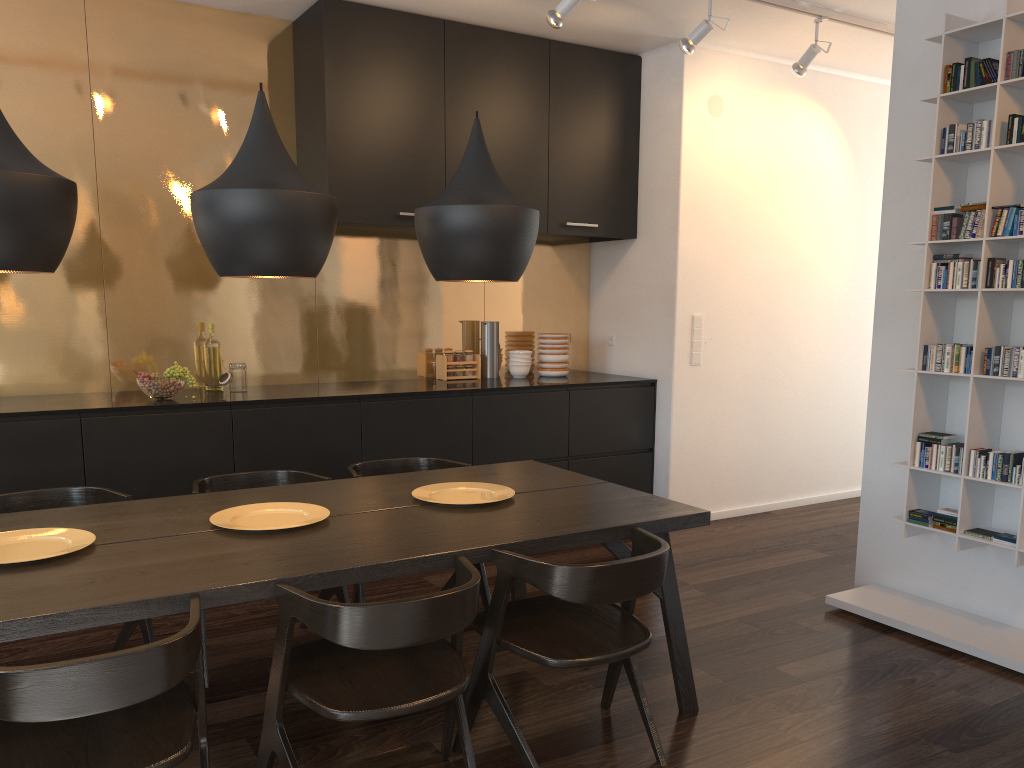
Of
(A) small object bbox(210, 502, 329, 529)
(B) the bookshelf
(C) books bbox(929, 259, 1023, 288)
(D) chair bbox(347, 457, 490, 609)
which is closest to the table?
(A) small object bbox(210, 502, 329, 529)

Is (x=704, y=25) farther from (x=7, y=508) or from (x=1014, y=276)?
(x=7, y=508)

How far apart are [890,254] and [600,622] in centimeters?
236cm

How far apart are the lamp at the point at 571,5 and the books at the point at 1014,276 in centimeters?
187cm

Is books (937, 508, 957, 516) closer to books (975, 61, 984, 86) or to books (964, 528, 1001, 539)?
books (964, 528, 1001, 539)

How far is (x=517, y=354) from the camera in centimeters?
540cm

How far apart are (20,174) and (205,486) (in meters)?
1.55

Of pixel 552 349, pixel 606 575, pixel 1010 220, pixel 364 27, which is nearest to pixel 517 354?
pixel 552 349

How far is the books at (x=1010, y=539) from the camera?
3.32m

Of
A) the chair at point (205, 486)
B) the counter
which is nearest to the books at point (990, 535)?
the counter
